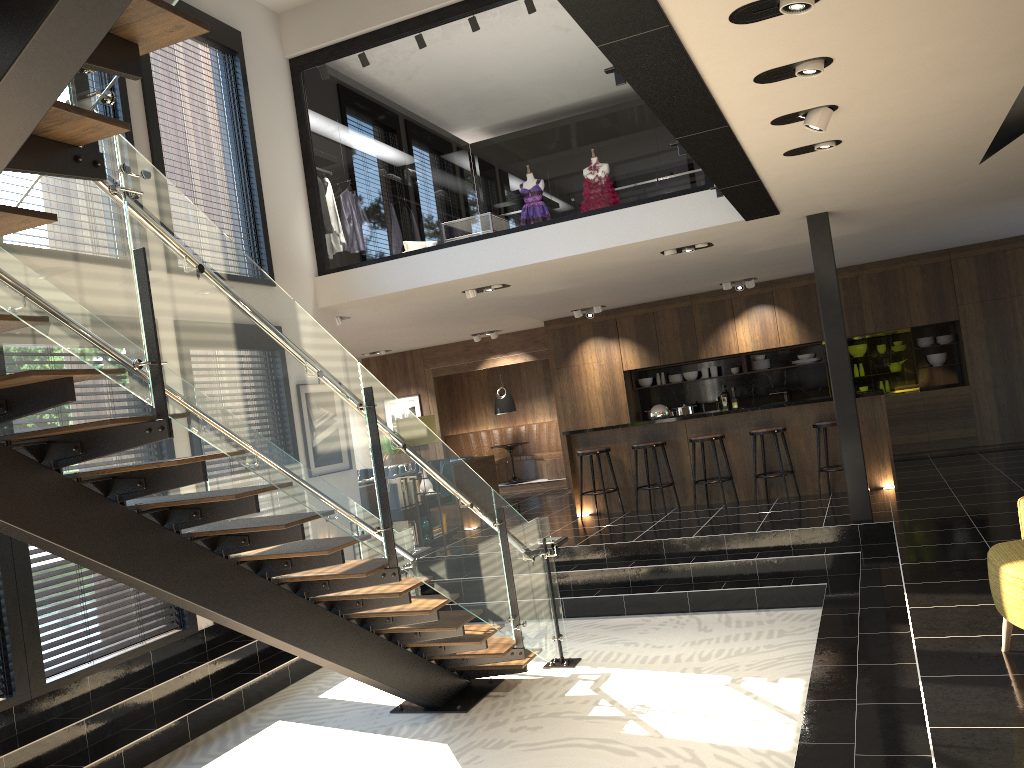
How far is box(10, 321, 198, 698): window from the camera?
5.6 meters

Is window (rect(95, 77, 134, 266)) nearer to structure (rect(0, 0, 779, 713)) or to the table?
structure (rect(0, 0, 779, 713))

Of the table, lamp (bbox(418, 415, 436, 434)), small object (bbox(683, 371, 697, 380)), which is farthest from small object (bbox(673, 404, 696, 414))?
lamp (bbox(418, 415, 436, 434))

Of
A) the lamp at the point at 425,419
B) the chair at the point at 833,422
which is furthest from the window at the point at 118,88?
the chair at the point at 833,422

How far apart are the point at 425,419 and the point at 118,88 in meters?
4.2

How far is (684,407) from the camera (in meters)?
13.21

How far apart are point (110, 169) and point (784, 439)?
7.9 meters

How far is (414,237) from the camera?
30.76m

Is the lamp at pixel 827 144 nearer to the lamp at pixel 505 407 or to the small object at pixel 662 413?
the small object at pixel 662 413

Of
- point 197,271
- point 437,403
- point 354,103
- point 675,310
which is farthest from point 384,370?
point 354,103
